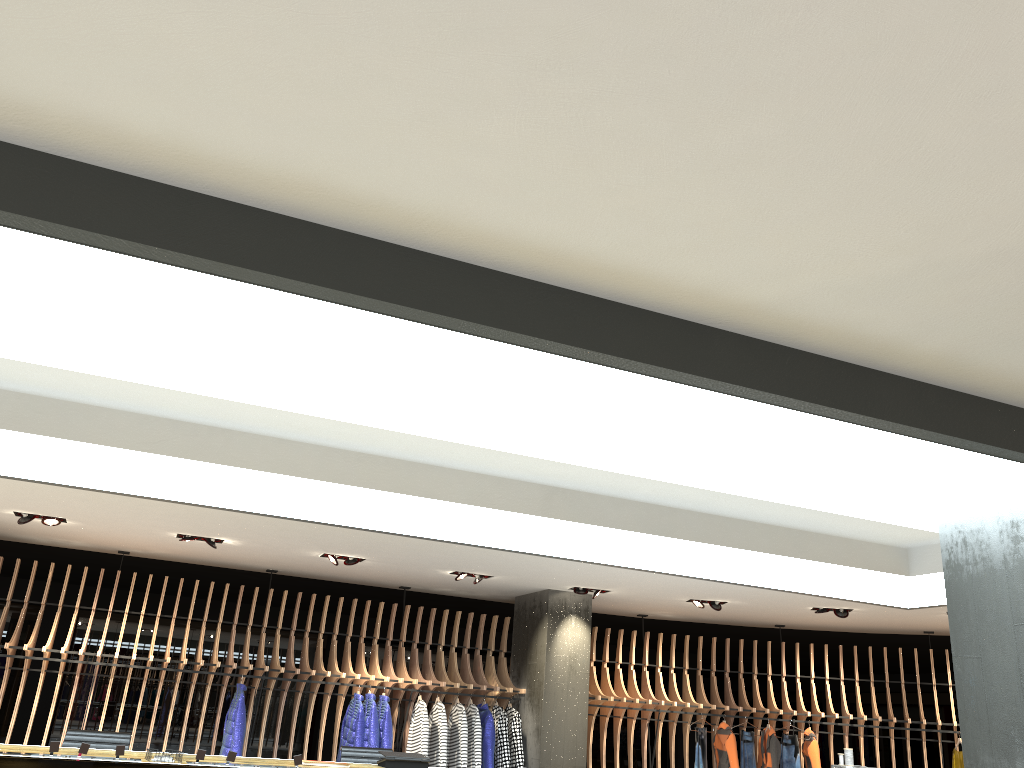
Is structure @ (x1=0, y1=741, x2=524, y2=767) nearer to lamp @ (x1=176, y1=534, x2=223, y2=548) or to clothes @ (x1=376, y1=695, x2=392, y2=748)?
lamp @ (x1=176, y1=534, x2=223, y2=548)

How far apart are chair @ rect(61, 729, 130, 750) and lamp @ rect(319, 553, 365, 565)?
3.40m

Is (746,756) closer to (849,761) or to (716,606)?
(716,606)

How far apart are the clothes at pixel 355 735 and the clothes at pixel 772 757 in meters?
5.4

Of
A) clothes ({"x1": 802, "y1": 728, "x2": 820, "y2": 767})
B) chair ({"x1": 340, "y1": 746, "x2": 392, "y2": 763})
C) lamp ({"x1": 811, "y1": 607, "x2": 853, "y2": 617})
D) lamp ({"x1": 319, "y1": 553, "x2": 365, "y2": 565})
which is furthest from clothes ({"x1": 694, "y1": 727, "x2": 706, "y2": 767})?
chair ({"x1": 340, "y1": 746, "x2": 392, "y2": 763})

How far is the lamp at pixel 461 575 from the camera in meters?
10.8

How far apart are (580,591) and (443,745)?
2.5 meters

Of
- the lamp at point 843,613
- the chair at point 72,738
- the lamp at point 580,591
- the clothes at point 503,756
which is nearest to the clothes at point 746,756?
the lamp at point 843,613

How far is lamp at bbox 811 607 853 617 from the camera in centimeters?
1137cm

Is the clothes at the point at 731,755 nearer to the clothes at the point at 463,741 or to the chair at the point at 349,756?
the clothes at the point at 463,741
